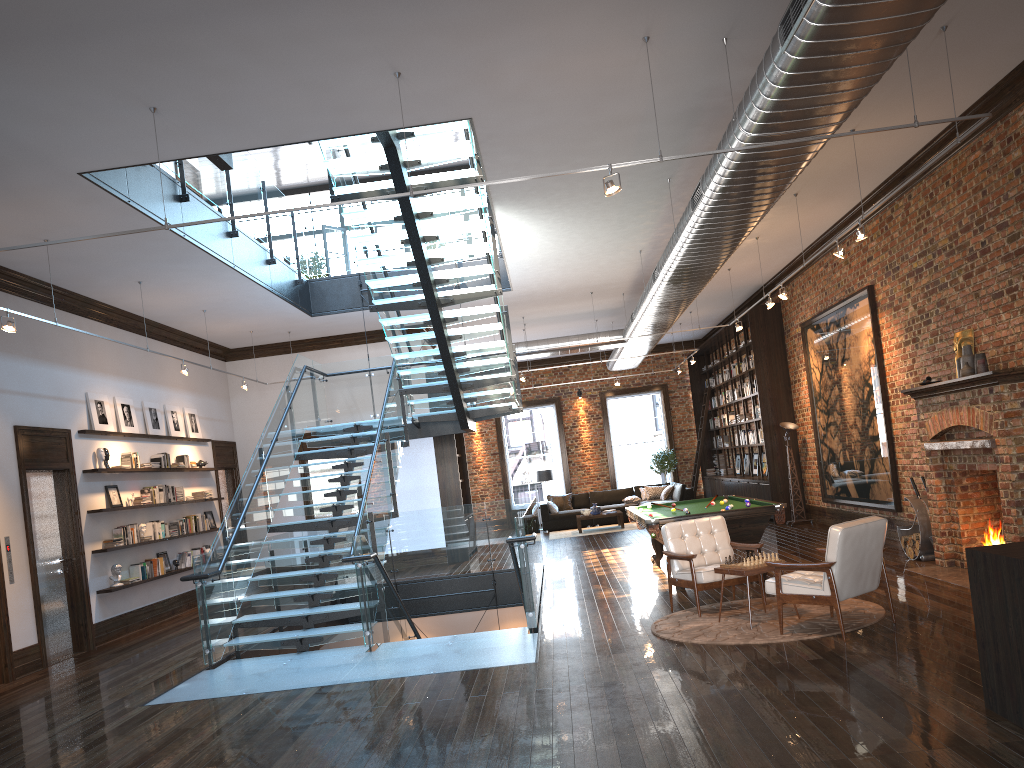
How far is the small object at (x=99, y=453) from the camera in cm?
1136

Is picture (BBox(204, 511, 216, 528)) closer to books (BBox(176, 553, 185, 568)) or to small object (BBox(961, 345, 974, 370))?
books (BBox(176, 553, 185, 568))

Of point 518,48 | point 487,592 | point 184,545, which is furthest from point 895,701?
point 184,545

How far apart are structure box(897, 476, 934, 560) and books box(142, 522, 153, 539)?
9.84m

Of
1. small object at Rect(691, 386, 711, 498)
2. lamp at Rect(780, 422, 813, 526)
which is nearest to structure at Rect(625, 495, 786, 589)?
lamp at Rect(780, 422, 813, 526)

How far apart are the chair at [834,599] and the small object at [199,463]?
10.2 meters

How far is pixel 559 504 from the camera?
21.6 meters

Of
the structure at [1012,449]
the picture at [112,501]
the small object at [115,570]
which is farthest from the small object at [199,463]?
the structure at [1012,449]

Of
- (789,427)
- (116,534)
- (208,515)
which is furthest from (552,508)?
(116,534)

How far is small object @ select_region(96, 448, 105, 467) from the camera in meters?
11.4
